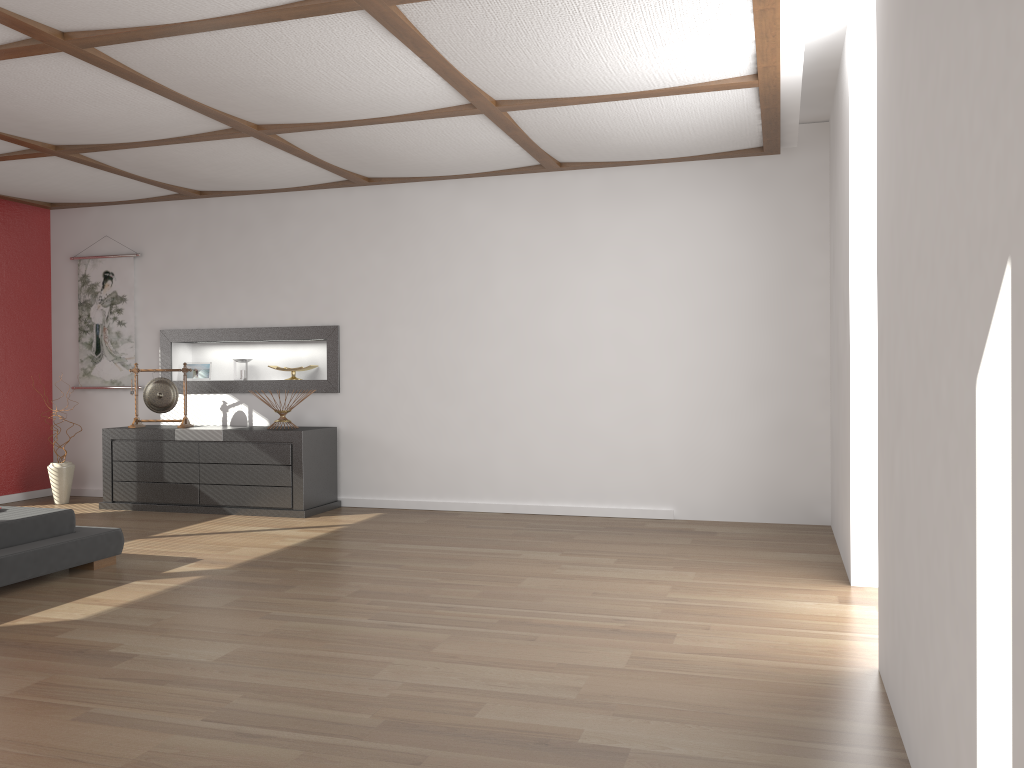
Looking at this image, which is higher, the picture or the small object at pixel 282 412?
the picture

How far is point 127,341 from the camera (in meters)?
7.25

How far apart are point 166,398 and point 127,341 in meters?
0.8 m

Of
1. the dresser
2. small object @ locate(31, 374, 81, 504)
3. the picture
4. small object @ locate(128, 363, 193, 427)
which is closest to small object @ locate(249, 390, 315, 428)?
the dresser

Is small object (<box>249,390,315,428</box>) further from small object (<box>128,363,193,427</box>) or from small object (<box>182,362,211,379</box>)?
small object (<box>182,362,211,379</box>)

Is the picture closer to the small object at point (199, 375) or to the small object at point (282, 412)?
the small object at point (199, 375)

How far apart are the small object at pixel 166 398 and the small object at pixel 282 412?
0.8 meters

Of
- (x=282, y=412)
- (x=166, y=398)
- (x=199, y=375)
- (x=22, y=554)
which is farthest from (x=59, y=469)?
(x=22, y=554)

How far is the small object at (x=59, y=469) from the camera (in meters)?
6.88

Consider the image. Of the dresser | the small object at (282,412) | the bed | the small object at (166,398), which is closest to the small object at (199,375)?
the small object at (166,398)
